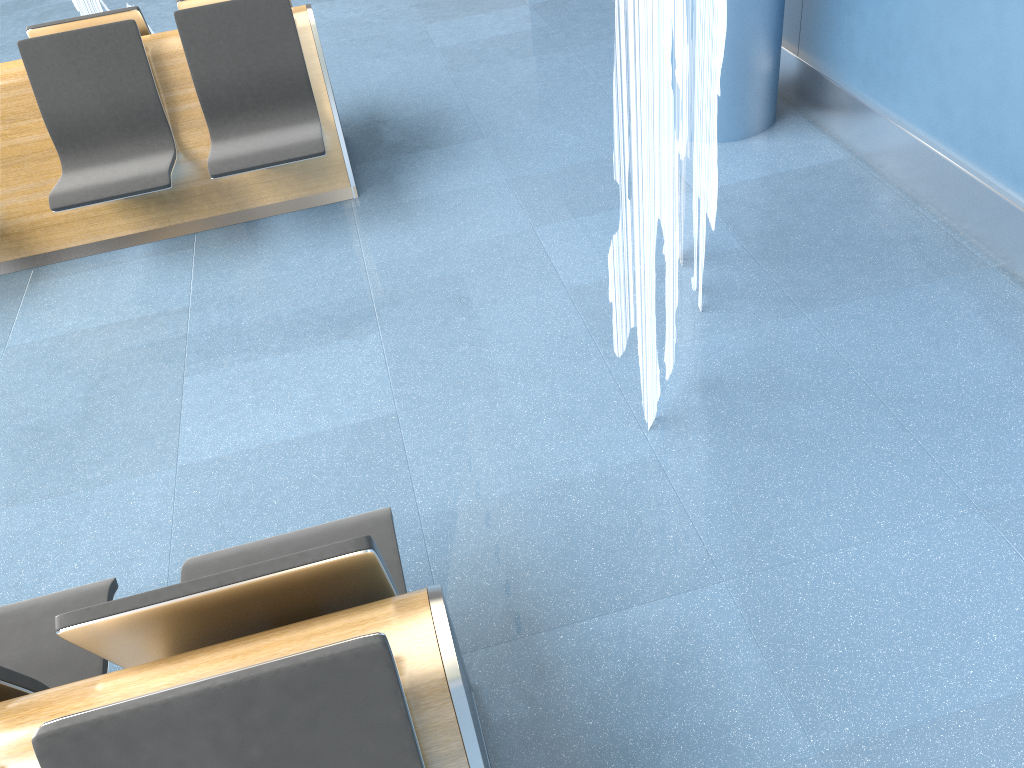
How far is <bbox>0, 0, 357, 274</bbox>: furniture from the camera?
3.77m

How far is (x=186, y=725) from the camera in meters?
1.2

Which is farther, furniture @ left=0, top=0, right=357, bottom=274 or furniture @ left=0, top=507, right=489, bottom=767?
furniture @ left=0, top=0, right=357, bottom=274

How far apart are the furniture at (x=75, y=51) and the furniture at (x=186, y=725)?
2.1 meters

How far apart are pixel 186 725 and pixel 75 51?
3.5 meters

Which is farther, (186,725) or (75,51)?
(75,51)

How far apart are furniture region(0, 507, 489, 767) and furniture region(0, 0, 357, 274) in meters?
2.1

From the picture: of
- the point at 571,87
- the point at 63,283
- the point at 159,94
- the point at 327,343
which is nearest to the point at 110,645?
the point at 327,343
